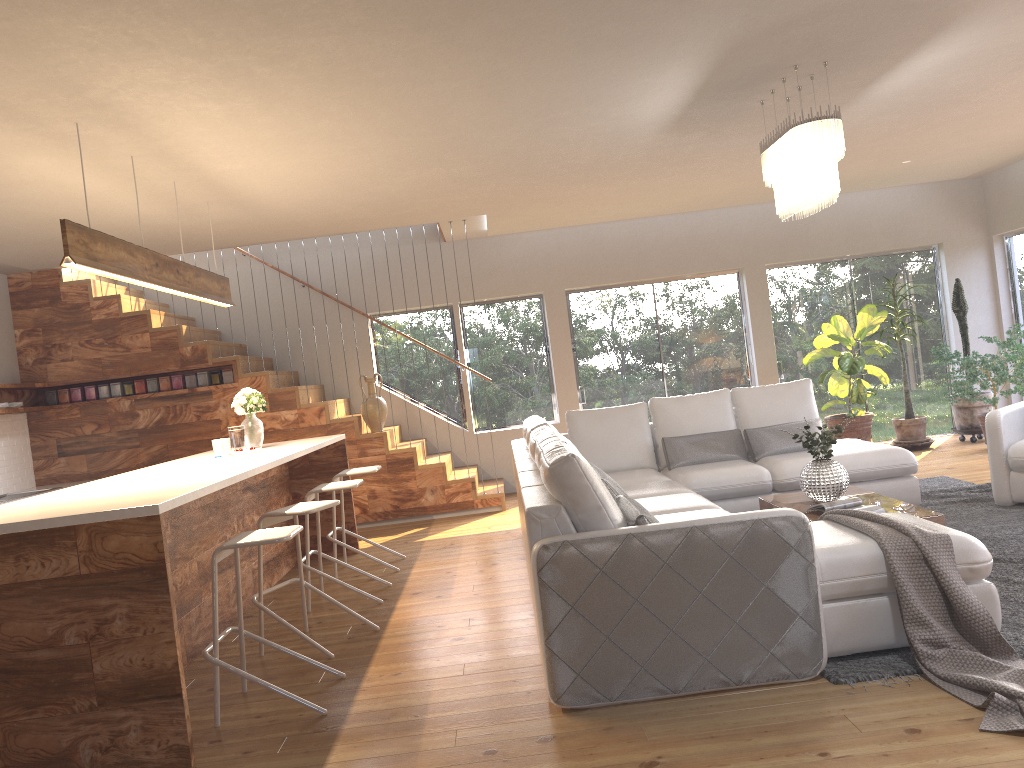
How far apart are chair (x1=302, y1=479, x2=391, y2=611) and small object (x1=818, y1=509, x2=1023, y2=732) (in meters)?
2.78

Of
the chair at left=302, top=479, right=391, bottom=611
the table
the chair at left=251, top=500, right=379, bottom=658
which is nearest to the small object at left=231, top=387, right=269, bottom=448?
the chair at left=302, top=479, right=391, bottom=611

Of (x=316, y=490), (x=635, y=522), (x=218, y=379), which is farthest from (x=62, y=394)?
(x=635, y=522)

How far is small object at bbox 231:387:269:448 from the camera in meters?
6.4 m

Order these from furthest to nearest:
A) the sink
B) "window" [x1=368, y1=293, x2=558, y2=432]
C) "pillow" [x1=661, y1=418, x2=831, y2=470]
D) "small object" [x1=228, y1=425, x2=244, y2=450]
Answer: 1. "window" [x1=368, y1=293, x2=558, y2=432]
2. the sink
3. "pillow" [x1=661, y1=418, x2=831, y2=470]
4. "small object" [x1=228, y1=425, x2=244, y2=450]

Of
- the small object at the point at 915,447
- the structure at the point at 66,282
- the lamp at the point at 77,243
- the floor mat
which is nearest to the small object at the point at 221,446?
the lamp at the point at 77,243

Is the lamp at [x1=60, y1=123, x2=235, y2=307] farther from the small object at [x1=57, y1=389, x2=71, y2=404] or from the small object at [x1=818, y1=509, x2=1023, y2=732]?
the small object at [x1=818, y1=509, x2=1023, y2=732]

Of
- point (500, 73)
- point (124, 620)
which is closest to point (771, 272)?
point (500, 73)

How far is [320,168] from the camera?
5.66m

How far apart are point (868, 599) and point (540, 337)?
6.6 meters
